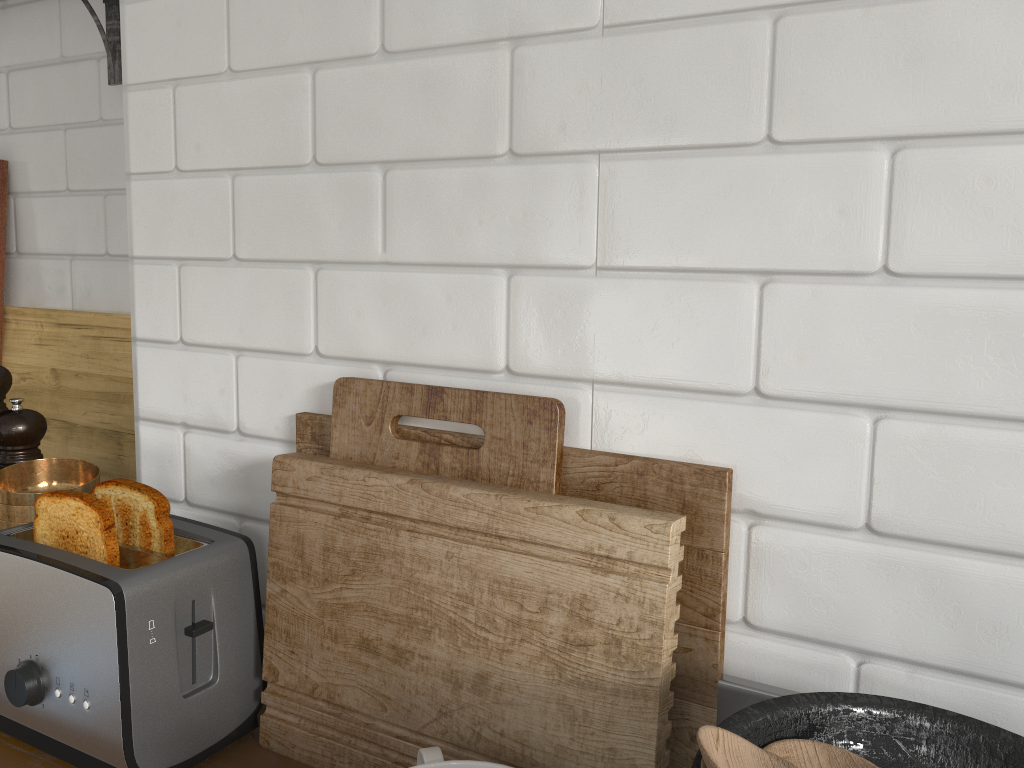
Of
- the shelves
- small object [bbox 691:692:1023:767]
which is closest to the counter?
small object [bbox 691:692:1023:767]

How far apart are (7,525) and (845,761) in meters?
1.1

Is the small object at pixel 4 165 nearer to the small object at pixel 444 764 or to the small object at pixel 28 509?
the small object at pixel 28 509

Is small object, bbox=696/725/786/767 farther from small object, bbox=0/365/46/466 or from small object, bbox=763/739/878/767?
small object, bbox=0/365/46/466

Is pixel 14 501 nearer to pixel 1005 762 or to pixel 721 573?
pixel 721 573

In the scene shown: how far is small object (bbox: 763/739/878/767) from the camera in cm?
62

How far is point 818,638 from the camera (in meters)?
0.79

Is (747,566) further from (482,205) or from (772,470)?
(482,205)

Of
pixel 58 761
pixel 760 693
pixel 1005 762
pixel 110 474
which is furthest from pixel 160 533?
pixel 1005 762

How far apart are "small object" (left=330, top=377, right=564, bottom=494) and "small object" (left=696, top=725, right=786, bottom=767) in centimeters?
32cm
